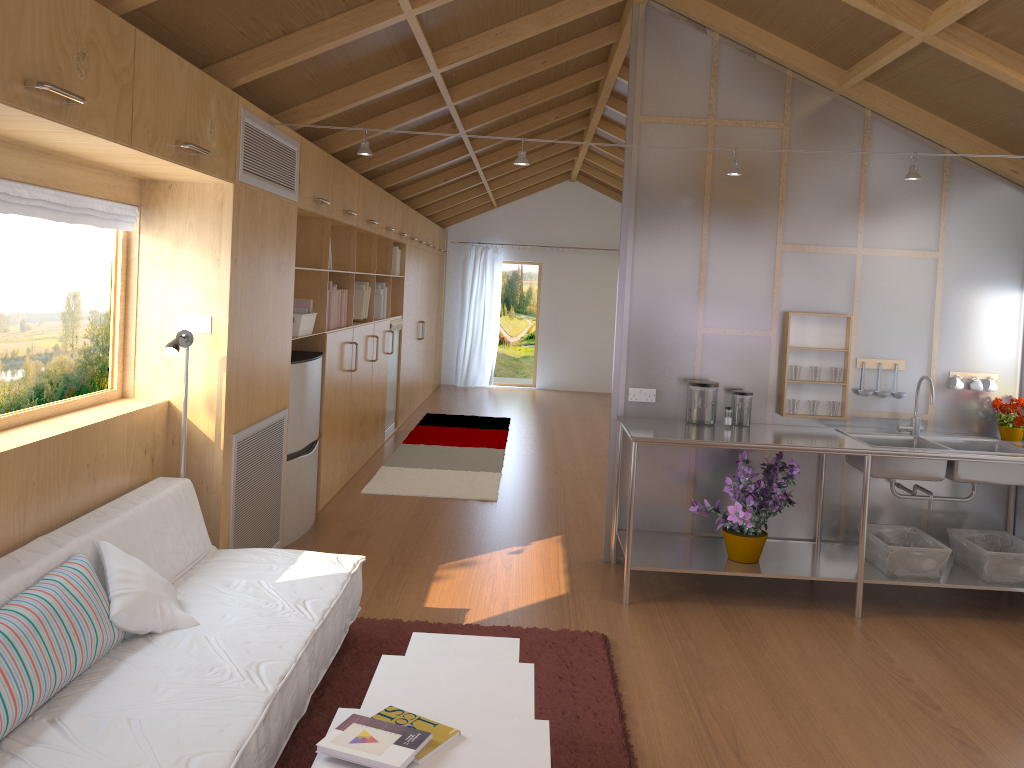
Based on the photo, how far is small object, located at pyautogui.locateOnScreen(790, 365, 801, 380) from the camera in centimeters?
459cm

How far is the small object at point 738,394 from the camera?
4.5 meters

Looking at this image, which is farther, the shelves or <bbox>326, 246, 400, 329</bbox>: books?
<bbox>326, 246, 400, 329</bbox>: books

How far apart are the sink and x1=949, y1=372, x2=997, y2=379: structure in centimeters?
35cm

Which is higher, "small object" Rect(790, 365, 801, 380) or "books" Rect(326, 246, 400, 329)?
"books" Rect(326, 246, 400, 329)

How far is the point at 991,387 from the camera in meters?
4.6

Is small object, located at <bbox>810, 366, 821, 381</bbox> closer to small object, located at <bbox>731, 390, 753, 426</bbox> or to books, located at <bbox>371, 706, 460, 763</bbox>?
small object, located at <bbox>731, 390, 753, 426</bbox>

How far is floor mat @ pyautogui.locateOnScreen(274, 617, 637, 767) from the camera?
2.80m

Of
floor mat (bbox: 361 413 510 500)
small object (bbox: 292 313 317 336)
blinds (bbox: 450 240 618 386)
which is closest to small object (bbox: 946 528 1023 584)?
floor mat (bbox: 361 413 510 500)

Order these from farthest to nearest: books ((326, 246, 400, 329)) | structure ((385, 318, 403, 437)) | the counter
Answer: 1. structure ((385, 318, 403, 437))
2. books ((326, 246, 400, 329))
3. the counter
